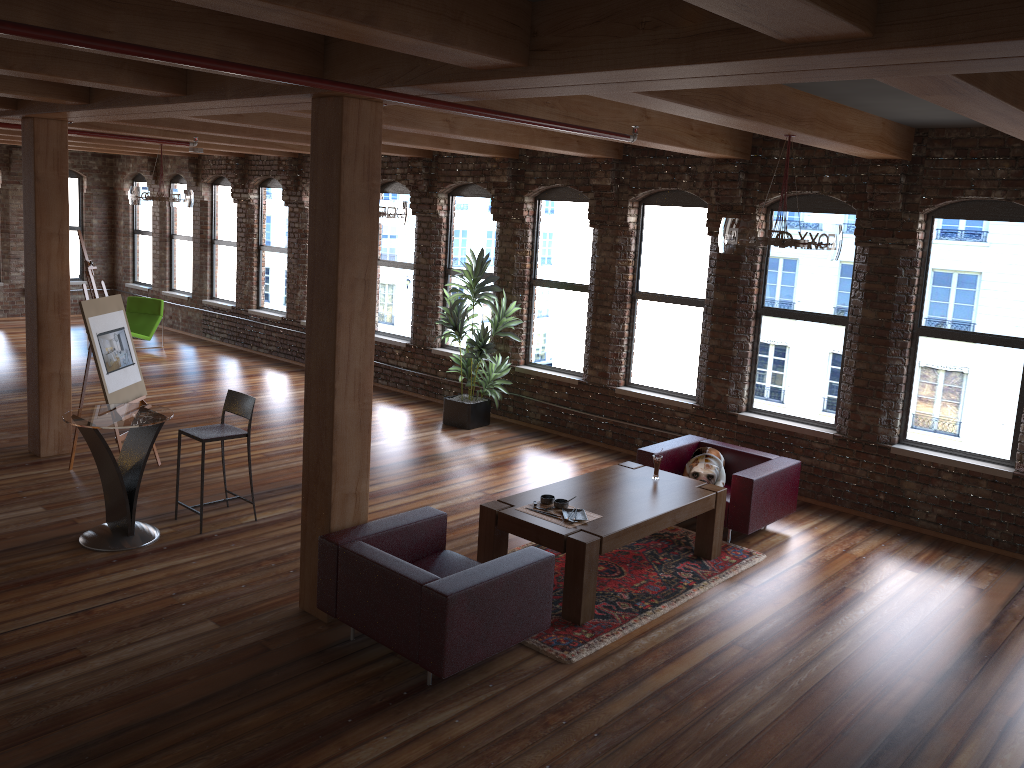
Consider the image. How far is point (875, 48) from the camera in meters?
2.8

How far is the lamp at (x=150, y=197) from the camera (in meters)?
11.33

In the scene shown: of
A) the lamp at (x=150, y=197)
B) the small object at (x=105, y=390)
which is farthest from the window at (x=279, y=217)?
the small object at (x=105, y=390)

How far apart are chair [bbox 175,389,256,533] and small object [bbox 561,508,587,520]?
2.59m

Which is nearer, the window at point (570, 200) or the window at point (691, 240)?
the window at point (691, 240)

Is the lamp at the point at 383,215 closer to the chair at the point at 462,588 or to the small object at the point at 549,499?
the small object at the point at 549,499

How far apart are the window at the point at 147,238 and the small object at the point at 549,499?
13.1 meters

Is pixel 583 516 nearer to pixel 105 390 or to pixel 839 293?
pixel 839 293

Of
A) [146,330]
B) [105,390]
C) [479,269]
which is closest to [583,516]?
[105,390]

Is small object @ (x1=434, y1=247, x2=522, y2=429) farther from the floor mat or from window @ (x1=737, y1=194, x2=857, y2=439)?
the floor mat
